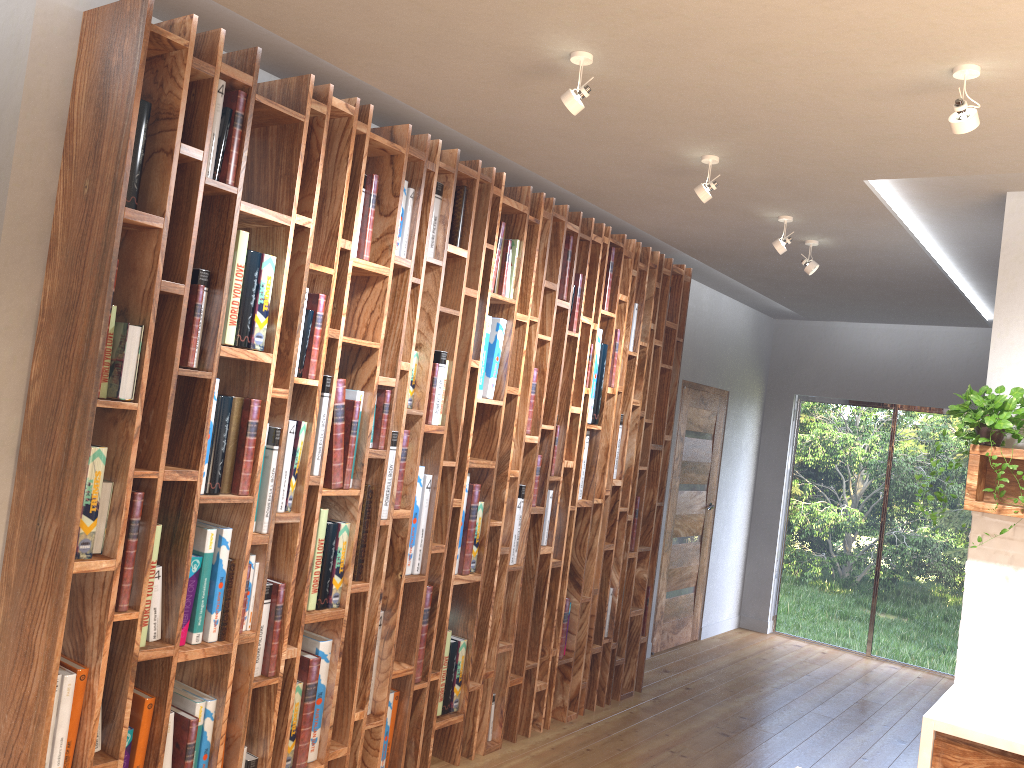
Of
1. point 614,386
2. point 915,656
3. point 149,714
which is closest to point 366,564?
point 149,714

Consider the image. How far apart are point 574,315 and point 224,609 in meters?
2.4 m

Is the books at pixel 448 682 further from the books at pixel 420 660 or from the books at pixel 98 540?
the books at pixel 98 540

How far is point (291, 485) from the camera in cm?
317

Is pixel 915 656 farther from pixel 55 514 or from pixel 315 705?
pixel 55 514

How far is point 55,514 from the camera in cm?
256

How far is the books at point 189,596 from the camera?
2.88m

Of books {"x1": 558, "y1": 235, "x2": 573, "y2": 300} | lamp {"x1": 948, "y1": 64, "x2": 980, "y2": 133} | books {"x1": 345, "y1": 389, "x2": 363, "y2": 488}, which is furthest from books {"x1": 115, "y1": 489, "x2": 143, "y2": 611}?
lamp {"x1": 948, "y1": 64, "x2": 980, "y2": 133}

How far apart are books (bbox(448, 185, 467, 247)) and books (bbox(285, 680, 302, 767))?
1.9m

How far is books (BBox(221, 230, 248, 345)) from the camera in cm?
291
